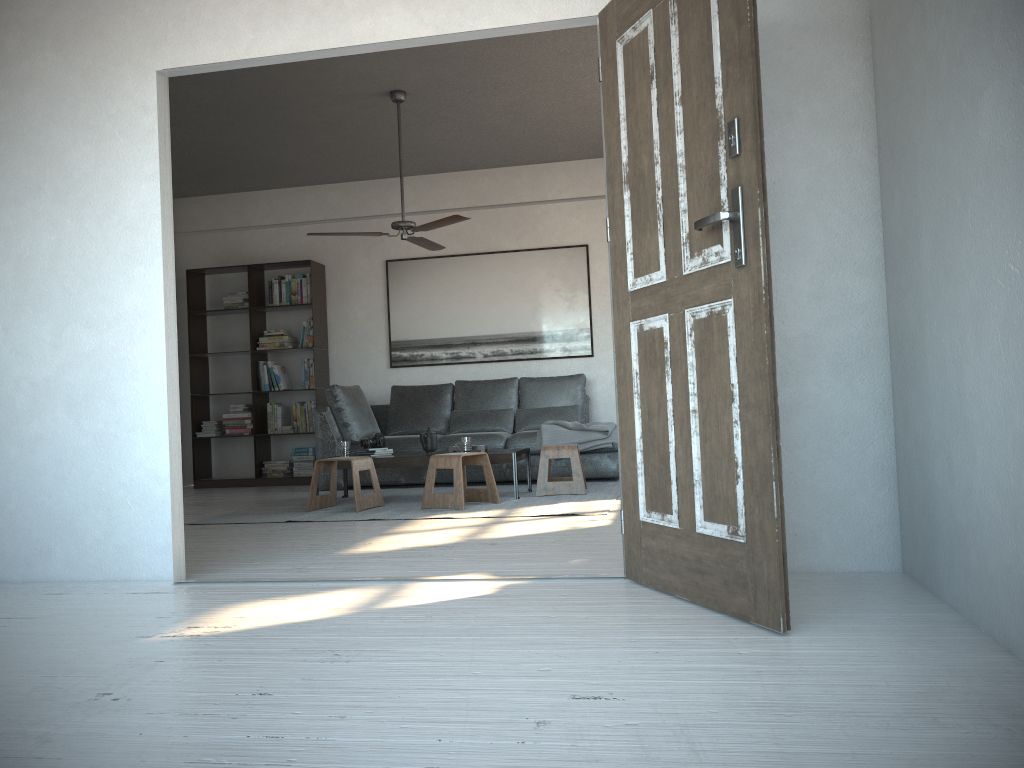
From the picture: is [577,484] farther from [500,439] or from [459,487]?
[500,439]

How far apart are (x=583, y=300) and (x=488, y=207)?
1.27m

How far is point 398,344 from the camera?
8.5 meters

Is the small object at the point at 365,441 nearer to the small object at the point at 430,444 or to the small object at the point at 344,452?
the small object at the point at 344,452

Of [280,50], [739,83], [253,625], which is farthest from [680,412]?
[280,50]

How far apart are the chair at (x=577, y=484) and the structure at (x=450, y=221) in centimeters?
168cm

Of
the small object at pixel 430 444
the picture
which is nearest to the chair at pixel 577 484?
the small object at pixel 430 444

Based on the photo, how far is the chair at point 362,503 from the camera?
5.7 meters

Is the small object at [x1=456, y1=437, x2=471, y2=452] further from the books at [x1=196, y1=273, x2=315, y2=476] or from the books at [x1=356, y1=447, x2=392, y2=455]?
the books at [x1=196, y1=273, x2=315, y2=476]

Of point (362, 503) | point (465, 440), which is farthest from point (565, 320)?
point (362, 503)
